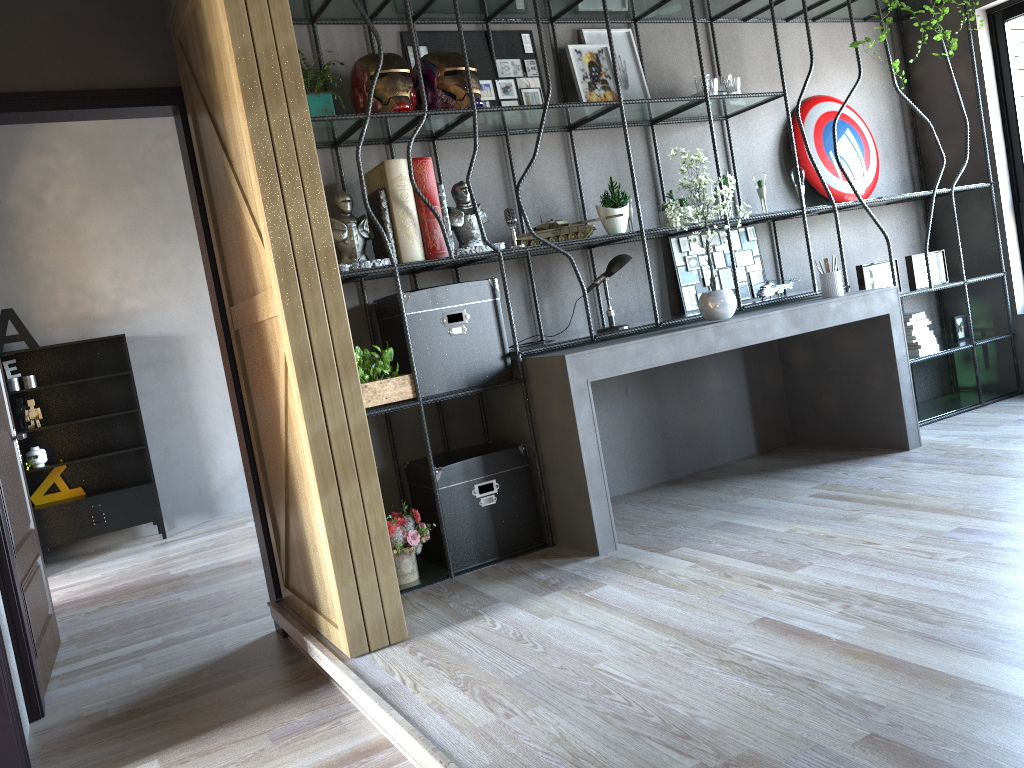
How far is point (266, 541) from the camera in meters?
4.1

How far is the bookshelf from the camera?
3.9 meters

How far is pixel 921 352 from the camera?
5.43m

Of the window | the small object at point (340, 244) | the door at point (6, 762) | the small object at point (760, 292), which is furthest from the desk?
the door at point (6, 762)

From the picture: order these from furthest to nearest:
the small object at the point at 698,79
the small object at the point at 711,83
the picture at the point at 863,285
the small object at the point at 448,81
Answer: the picture at the point at 863,285 < the small object at the point at 698,79 < the small object at the point at 711,83 < the small object at the point at 448,81

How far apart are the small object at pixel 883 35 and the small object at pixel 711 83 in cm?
100

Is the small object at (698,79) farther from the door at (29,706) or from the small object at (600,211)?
the door at (29,706)

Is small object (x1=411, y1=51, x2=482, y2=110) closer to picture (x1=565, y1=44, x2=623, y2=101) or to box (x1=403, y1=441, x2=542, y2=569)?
picture (x1=565, y1=44, x2=623, y2=101)

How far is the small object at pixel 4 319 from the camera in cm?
688

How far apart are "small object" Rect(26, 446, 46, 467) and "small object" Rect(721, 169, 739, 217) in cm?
546
